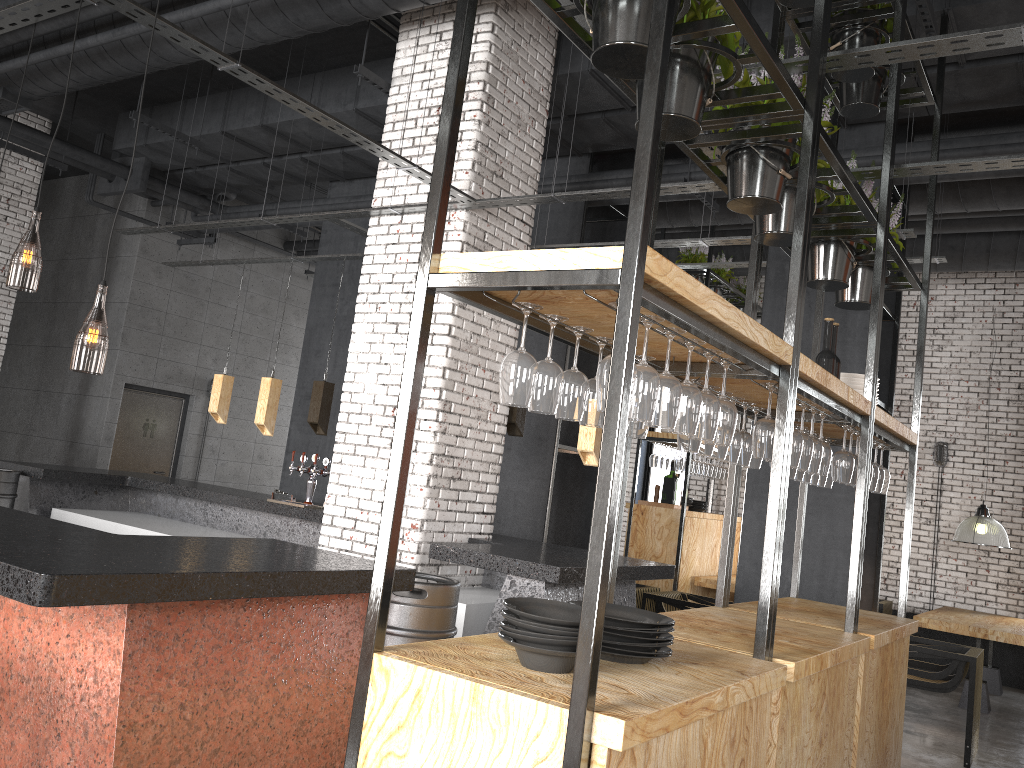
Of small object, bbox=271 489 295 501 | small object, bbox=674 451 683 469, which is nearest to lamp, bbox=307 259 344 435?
small object, bbox=271 489 295 501

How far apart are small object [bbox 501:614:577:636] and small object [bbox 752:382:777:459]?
1.3m

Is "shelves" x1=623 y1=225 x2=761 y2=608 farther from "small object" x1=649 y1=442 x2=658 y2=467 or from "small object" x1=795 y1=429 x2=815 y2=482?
"small object" x1=795 y1=429 x2=815 y2=482

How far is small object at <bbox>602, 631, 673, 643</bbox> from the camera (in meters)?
2.39

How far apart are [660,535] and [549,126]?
4.3m

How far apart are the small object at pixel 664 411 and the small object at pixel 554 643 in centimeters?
61cm

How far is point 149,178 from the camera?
10.1 meters

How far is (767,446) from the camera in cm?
309

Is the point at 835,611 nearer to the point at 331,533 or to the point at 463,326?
the point at 463,326

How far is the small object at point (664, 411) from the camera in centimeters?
235cm
